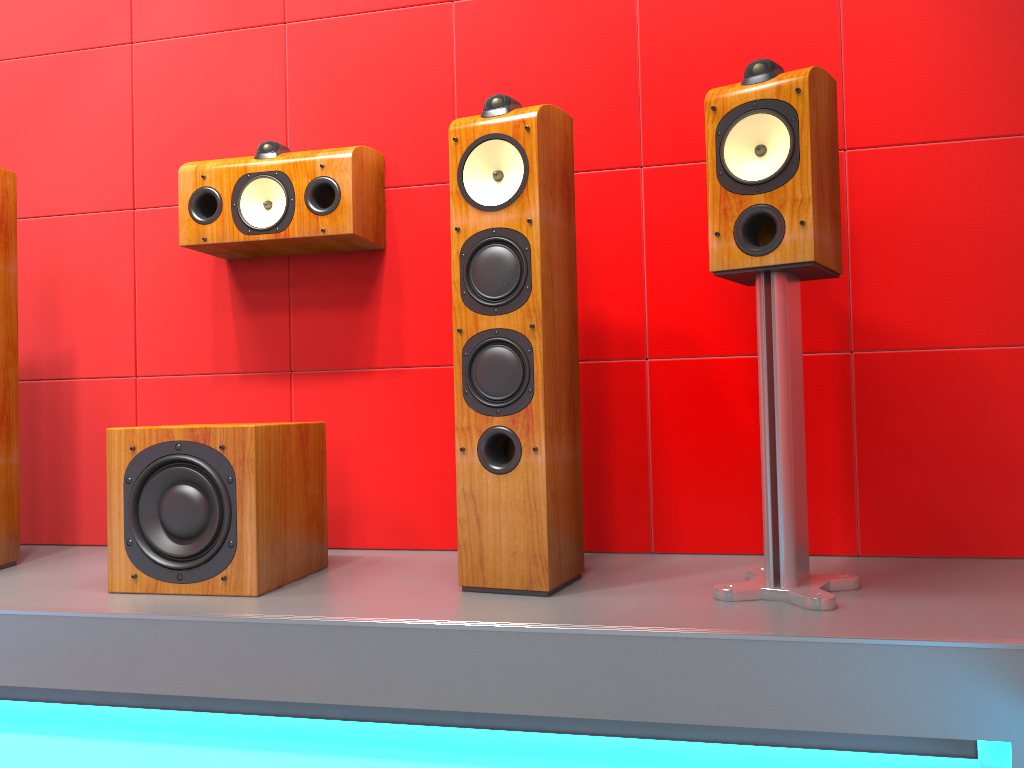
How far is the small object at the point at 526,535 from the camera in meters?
1.8 m

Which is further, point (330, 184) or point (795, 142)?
point (330, 184)

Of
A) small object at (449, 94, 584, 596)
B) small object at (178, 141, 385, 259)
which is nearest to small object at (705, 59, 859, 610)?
small object at (449, 94, 584, 596)

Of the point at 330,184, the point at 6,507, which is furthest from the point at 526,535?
the point at 6,507

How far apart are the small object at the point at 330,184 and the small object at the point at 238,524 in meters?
0.5

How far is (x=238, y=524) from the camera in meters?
1.9

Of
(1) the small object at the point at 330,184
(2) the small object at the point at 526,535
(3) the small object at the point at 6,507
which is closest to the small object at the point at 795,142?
(2) the small object at the point at 526,535

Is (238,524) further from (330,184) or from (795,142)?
(795,142)

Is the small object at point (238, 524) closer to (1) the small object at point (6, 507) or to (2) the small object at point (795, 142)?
(1) the small object at point (6, 507)

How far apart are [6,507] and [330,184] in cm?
118
